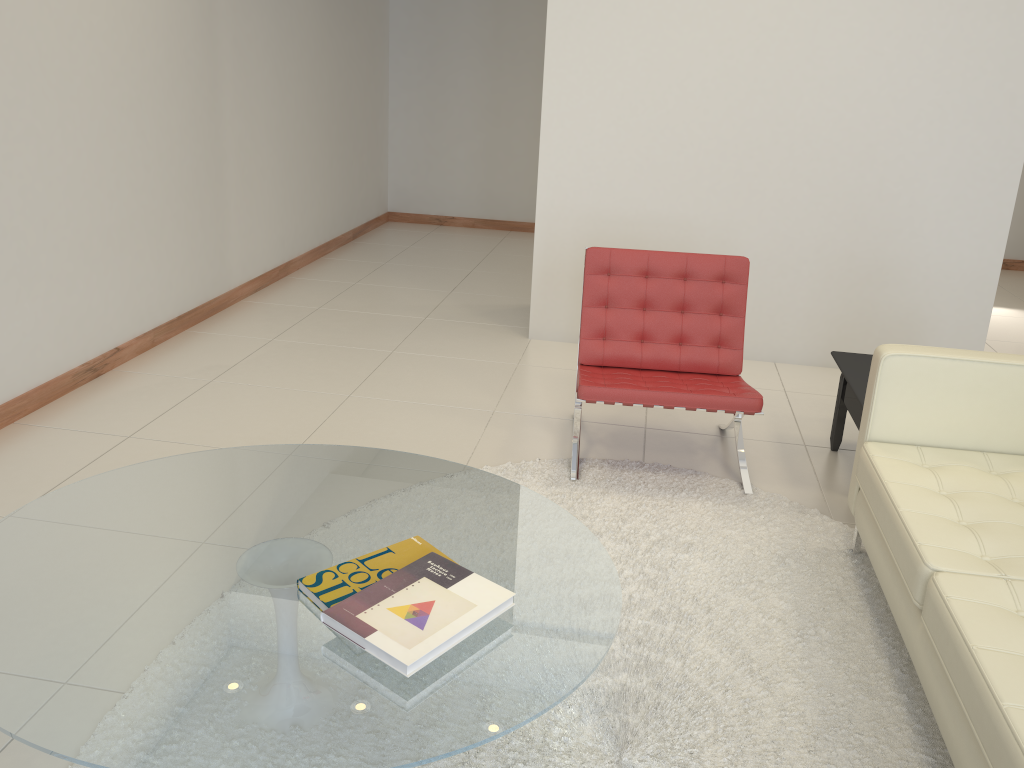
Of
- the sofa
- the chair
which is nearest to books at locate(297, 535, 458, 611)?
the sofa

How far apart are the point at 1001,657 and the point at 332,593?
1.4 meters

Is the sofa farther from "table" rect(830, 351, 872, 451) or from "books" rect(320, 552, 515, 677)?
"books" rect(320, 552, 515, 677)

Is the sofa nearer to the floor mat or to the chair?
the floor mat

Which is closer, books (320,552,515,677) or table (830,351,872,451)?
books (320,552,515,677)

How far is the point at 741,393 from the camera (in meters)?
3.41

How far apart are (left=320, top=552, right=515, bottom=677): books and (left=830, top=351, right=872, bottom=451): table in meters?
1.9

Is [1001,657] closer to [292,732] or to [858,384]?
[292,732]

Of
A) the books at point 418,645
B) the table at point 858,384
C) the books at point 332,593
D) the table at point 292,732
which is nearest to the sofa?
the table at point 858,384

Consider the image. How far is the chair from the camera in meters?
3.3 m
